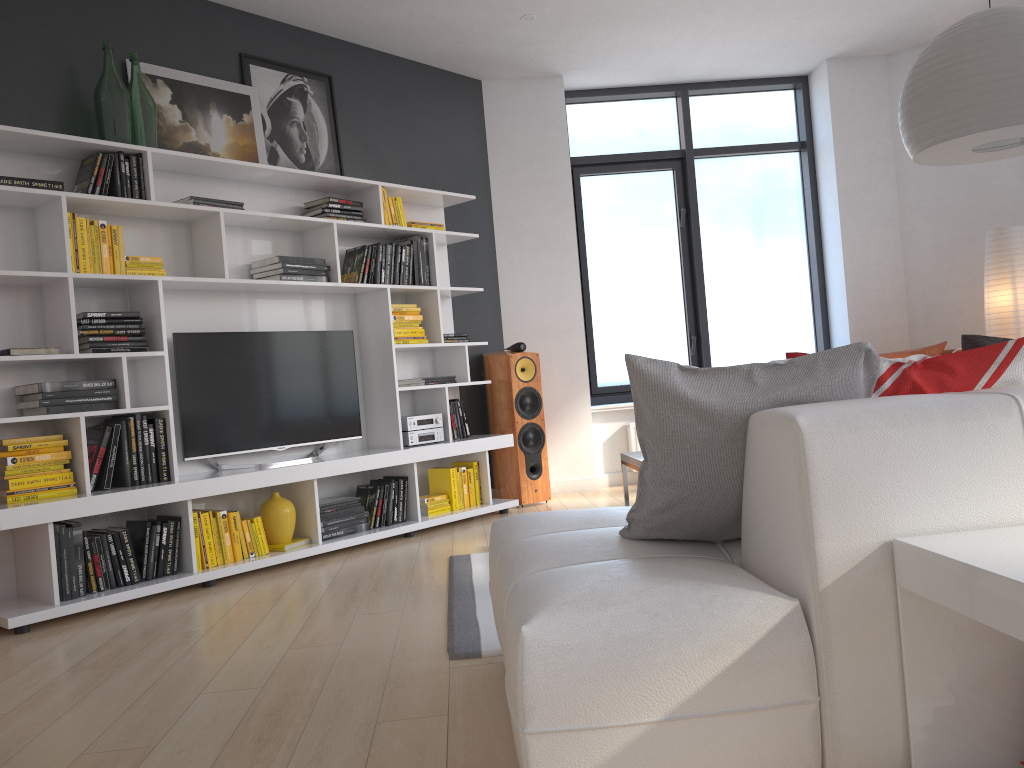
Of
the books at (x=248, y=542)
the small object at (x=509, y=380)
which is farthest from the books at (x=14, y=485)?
the small object at (x=509, y=380)

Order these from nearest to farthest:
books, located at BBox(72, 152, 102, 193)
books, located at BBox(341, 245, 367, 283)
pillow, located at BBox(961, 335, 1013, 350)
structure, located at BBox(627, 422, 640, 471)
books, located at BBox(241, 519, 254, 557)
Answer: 1. pillow, located at BBox(961, 335, 1013, 350)
2. books, located at BBox(72, 152, 102, 193)
3. books, located at BBox(241, 519, 254, 557)
4. books, located at BBox(341, 245, 367, 283)
5. structure, located at BBox(627, 422, 640, 471)

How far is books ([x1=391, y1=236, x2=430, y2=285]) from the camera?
5.4 meters

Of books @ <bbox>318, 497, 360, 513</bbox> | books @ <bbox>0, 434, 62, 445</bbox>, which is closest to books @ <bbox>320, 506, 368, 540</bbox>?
books @ <bbox>318, 497, 360, 513</bbox>

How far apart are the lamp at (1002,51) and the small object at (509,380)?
3.1 meters

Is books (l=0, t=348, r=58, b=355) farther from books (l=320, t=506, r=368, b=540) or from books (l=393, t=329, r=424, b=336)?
books (l=393, t=329, r=424, b=336)

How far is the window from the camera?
6.83m

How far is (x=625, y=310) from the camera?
6.88m

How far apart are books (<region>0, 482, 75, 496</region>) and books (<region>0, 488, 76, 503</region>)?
0.0 meters

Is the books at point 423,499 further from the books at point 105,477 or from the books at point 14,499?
the books at point 14,499
